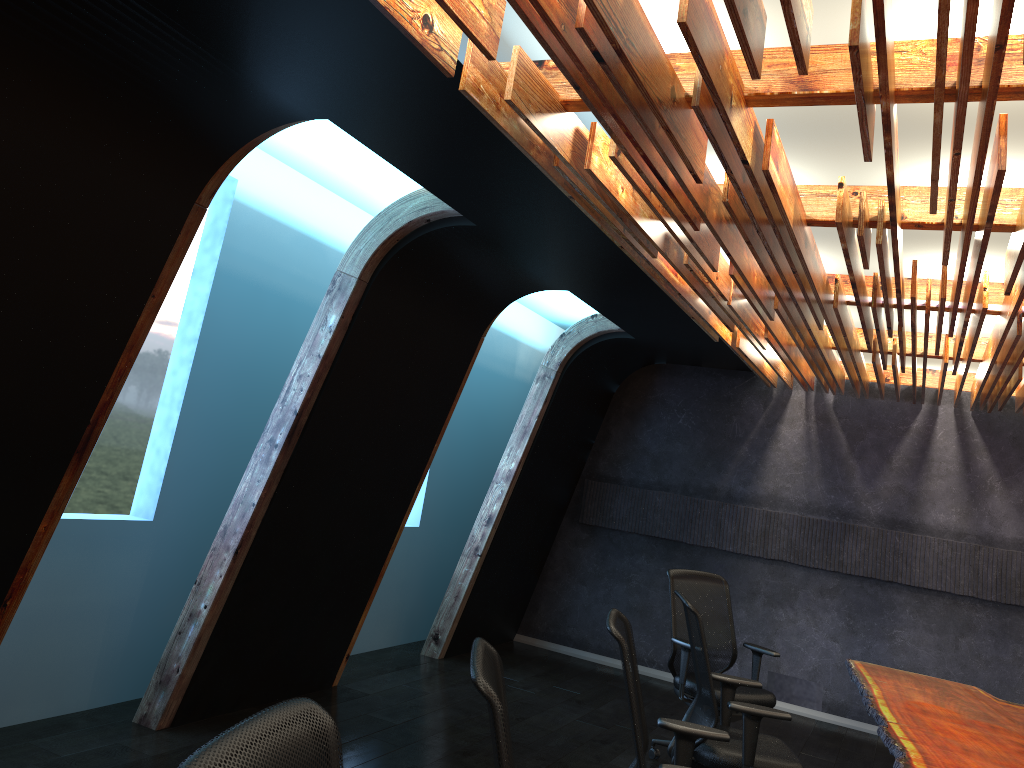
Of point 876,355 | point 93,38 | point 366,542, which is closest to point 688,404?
point 876,355

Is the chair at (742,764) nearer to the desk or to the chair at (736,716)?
the desk

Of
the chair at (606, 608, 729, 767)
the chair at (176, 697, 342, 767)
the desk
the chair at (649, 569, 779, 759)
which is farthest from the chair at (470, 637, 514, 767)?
the chair at (649, 569, 779, 759)

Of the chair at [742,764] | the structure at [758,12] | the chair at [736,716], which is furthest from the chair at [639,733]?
the chair at [736,716]

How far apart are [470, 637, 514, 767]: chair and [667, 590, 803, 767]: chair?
2.1 meters

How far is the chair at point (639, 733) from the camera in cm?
330

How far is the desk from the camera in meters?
4.1 m

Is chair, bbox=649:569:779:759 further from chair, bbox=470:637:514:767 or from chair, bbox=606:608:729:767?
chair, bbox=470:637:514:767

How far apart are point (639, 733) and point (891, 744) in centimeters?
153cm

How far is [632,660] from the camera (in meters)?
3.71
